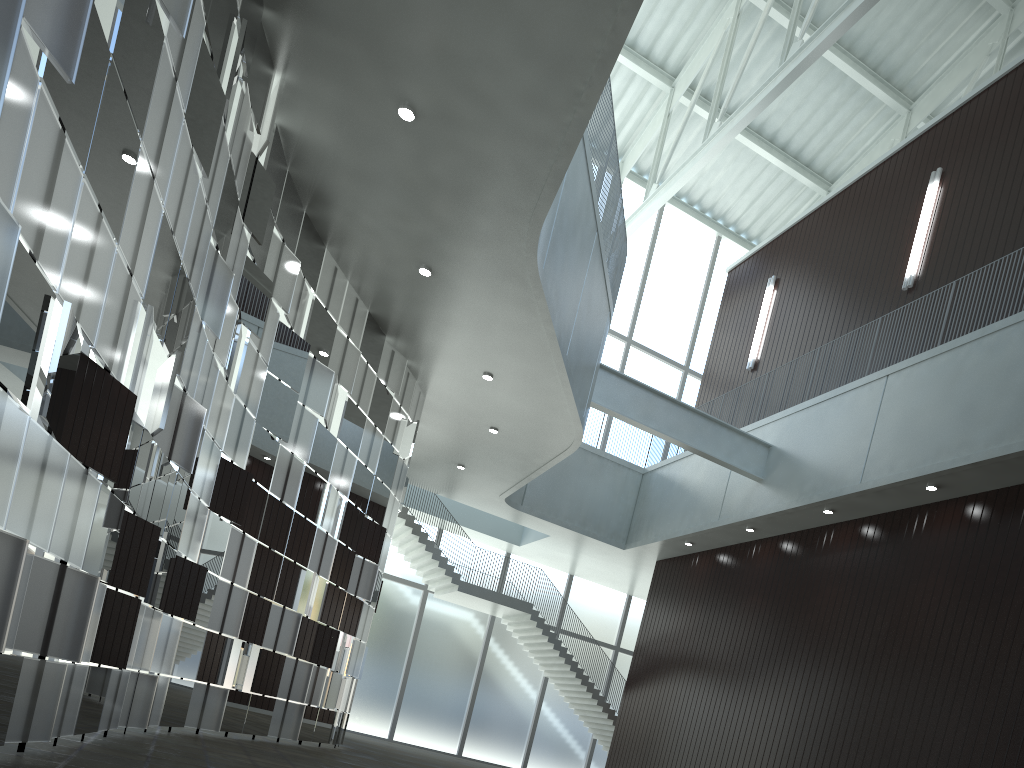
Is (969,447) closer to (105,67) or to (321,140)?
(321,140)

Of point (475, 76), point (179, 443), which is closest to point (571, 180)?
point (475, 76)
